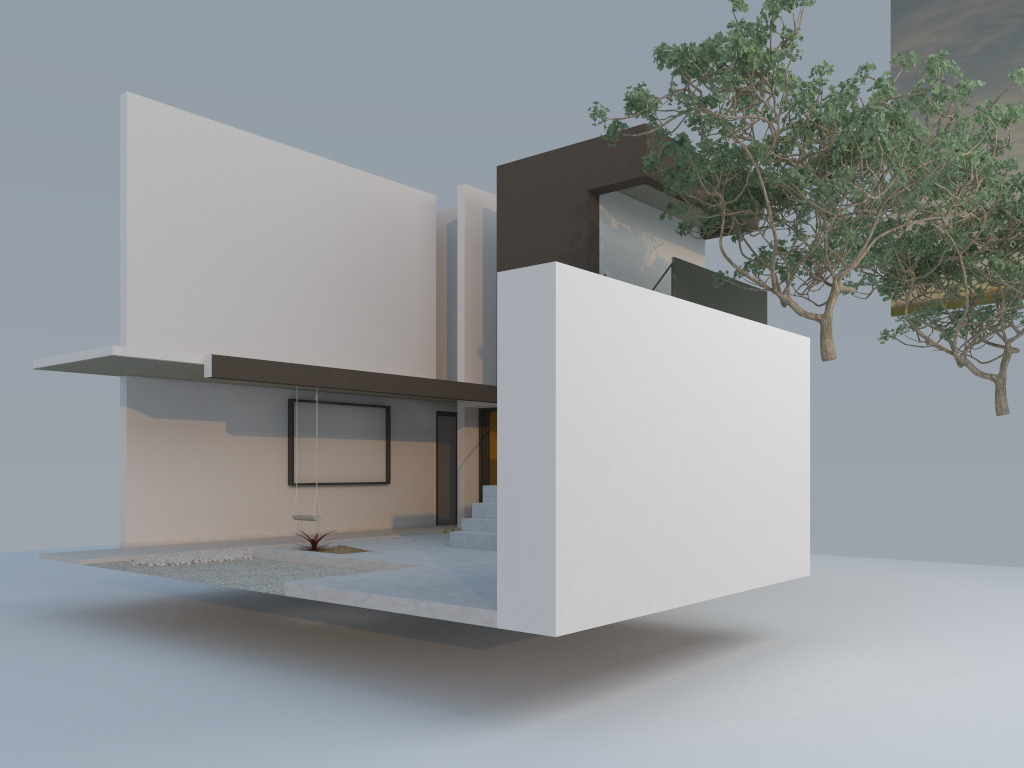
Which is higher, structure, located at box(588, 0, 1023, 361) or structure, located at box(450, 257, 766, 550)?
structure, located at box(588, 0, 1023, 361)

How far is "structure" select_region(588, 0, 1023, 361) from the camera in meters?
8.9

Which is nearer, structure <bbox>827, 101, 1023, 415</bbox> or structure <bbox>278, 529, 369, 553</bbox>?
structure <bbox>278, 529, 369, 553</bbox>

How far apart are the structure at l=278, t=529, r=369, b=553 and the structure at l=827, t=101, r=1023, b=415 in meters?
9.3 m

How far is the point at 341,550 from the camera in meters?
9.9

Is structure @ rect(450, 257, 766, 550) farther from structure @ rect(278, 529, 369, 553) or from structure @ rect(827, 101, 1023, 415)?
structure @ rect(827, 101, 1023, 415)

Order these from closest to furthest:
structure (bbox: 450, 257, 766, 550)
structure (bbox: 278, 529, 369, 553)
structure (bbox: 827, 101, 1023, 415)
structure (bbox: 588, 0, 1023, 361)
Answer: structure (bbox: 588, 0, 1023, 361), structure (bbox: 278, 529, 369, 553), structure (bbox: 450, 257, 766, 550), structure (bbox: 827, 101, 1023, 415)

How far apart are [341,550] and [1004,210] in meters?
11.5

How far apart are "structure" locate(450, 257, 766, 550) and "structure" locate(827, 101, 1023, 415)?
1.8m

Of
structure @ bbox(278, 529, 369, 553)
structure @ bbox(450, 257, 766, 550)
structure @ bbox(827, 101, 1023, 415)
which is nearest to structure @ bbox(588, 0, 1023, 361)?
structure @ bbox(450, 257, 766, 550)
